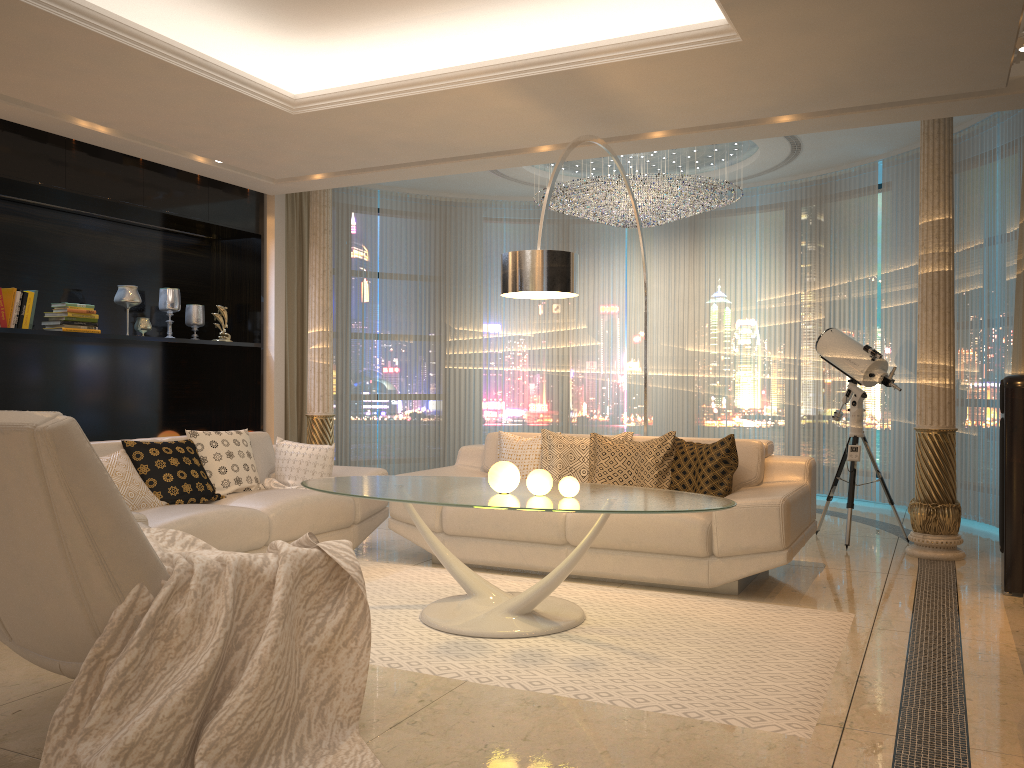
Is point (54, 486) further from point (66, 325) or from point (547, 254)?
point (66, 325)

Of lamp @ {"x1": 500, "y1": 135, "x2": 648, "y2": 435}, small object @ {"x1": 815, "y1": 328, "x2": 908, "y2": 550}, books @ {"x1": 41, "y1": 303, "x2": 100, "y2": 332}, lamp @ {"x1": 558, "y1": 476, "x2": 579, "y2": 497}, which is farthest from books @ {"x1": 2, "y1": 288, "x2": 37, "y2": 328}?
small object @ {"x1": 815, "y1": 328, "x2": 908, "y2": 550}

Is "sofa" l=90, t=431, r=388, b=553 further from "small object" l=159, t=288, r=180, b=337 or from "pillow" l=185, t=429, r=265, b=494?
"small object" l=159, t=288, r=180, b=337

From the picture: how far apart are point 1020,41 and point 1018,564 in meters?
2.6 m

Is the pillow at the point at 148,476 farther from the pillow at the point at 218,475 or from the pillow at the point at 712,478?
the pillow at the point at 712,478

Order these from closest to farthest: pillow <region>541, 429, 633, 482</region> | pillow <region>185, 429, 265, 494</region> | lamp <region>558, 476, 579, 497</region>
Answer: lamp <region>558, 476, 579, 497</region>
pillow <region>185, 429, 265, 494</region>
pillow <region>541, 429, 633, 482</region>

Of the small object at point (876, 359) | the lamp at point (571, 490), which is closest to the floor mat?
the lamp at point (571, 490)

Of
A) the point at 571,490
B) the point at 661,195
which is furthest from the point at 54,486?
the point at 661,195

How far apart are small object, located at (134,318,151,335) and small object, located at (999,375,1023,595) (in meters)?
5.66

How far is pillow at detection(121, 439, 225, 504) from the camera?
4.76m
